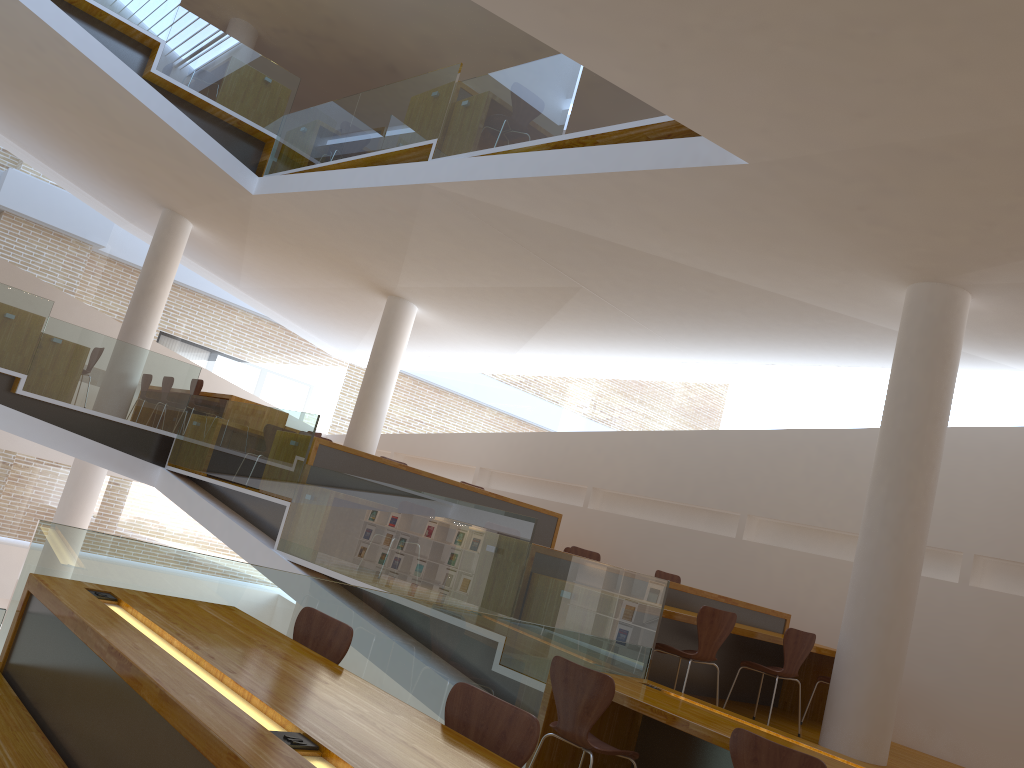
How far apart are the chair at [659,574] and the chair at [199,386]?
5.6 meters

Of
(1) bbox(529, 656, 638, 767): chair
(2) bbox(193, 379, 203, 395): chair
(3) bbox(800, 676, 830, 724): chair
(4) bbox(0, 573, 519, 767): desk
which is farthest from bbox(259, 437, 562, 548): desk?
(4) bbox(0, 573, 519, 767): desk

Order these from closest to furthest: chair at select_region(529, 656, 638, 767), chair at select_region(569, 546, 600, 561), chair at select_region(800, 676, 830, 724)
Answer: → chair at select_region(529, 656, 638, 767) < chair at select_region(800, 676, 830, 724) < chair at select_region(569, 546, 600, 561)

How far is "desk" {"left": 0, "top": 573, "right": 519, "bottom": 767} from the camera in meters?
1.9 m

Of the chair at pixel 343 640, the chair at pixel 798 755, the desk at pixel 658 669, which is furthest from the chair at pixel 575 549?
the chair at pixel 343 640

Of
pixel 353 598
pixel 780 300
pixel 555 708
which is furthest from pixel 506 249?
pixel 353 598

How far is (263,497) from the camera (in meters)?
8.03

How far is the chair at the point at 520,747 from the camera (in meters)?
2.35

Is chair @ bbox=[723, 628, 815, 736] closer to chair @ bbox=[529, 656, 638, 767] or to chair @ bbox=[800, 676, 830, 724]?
chair @ bbox=[800, 676, 830, 724]

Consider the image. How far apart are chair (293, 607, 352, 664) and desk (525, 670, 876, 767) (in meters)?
1.49
